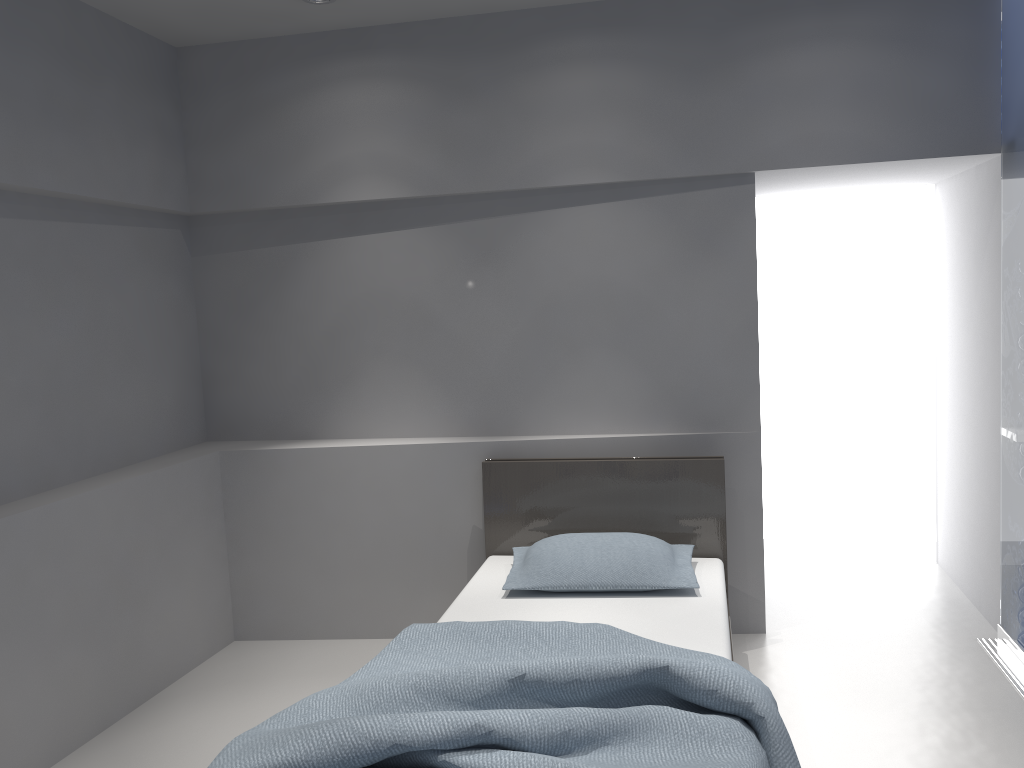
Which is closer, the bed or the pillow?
the bed

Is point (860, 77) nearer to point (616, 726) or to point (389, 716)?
point (616, 726)

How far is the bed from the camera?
2.0 meters

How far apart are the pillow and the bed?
0.0 meters

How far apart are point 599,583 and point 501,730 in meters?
1.3 m

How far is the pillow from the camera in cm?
323

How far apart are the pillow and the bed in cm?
3

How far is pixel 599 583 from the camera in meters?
3.2

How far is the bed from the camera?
2.0m

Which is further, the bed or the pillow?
the pillow
